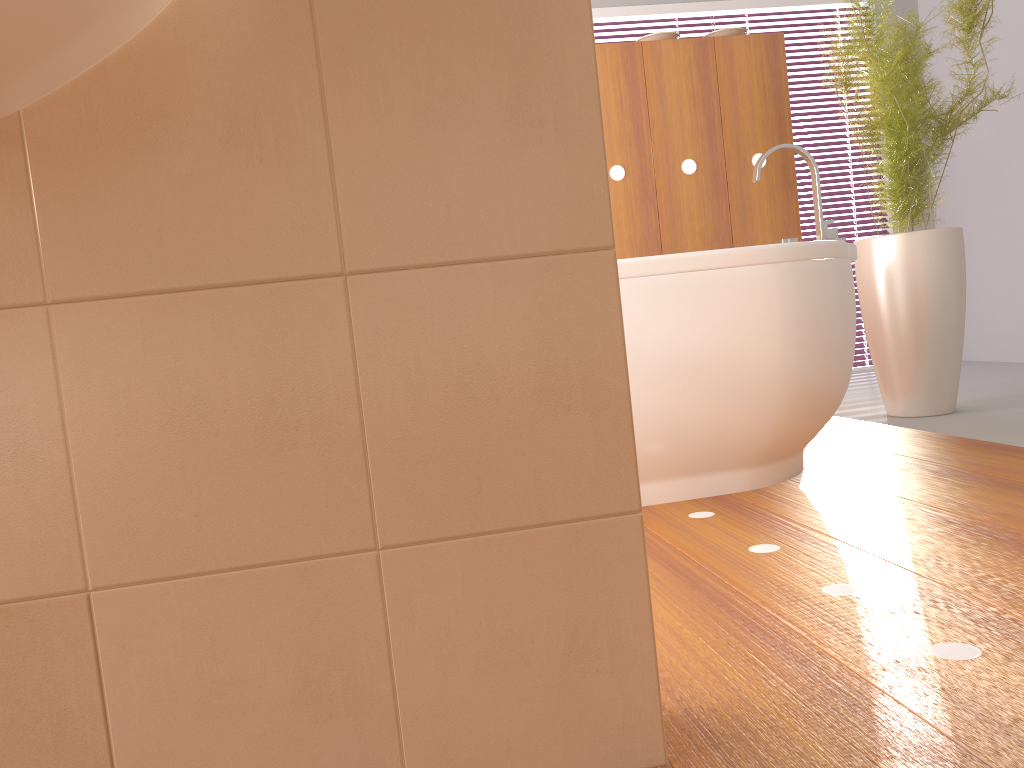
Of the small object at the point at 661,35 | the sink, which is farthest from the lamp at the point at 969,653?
the small object at the point at 661,35

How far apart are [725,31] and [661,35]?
0.26m

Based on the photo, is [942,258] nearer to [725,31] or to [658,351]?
[725,31]

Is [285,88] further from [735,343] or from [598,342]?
[735,343]

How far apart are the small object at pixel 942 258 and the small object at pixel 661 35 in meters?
0.6 m

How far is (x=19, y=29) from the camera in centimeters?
66cm

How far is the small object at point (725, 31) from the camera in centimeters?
339cm

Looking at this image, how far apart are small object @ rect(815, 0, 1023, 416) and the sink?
2.42m

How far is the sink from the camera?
0.7 meters

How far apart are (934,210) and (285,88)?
5.08m
